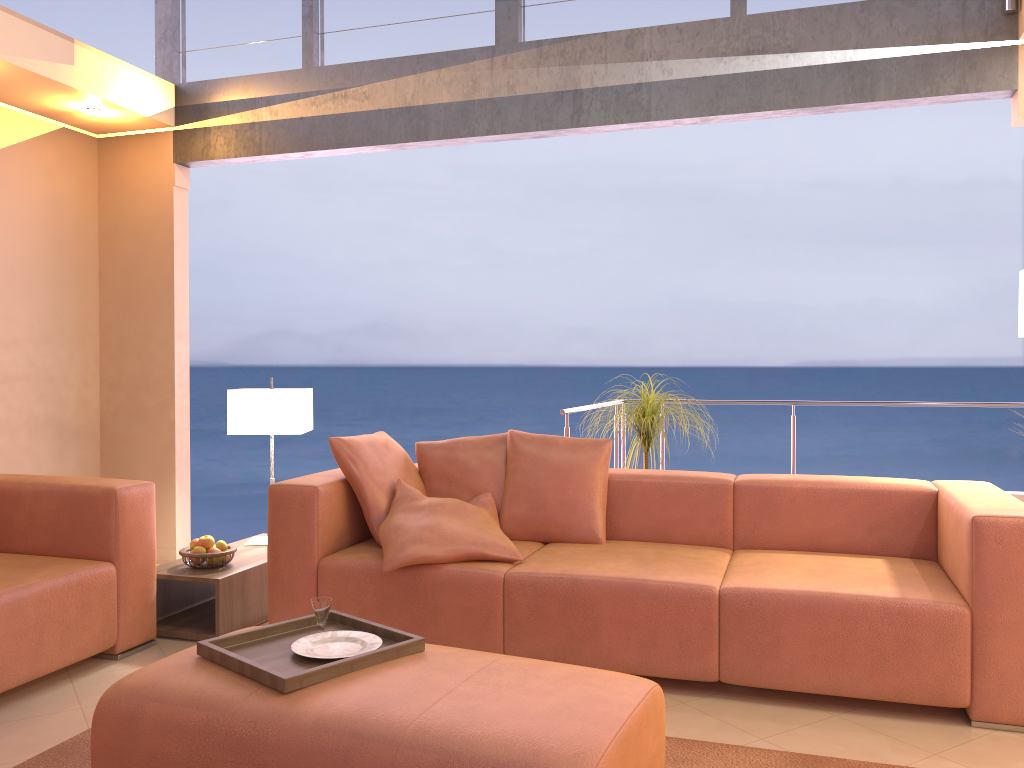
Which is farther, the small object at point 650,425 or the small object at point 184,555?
the small object at point 650,425

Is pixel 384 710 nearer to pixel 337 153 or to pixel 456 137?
pixel 456 137

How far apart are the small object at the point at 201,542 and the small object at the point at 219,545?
0.0m

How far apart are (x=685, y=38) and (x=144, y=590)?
3.4 meters

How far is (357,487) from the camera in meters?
3.6

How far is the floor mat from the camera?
2.5m

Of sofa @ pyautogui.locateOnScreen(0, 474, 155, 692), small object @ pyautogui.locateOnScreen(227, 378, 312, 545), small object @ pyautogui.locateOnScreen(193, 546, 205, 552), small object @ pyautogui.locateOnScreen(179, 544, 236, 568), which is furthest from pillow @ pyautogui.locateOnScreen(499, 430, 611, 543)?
sofa @ pyautogui.locateOnScreen(0, 474, 155, 692)

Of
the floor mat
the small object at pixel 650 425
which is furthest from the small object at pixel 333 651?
the small object at pixel 650 425

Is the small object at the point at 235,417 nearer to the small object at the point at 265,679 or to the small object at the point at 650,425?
the small object at the point at 650,425

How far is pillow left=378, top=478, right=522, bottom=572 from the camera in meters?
3.2 m
